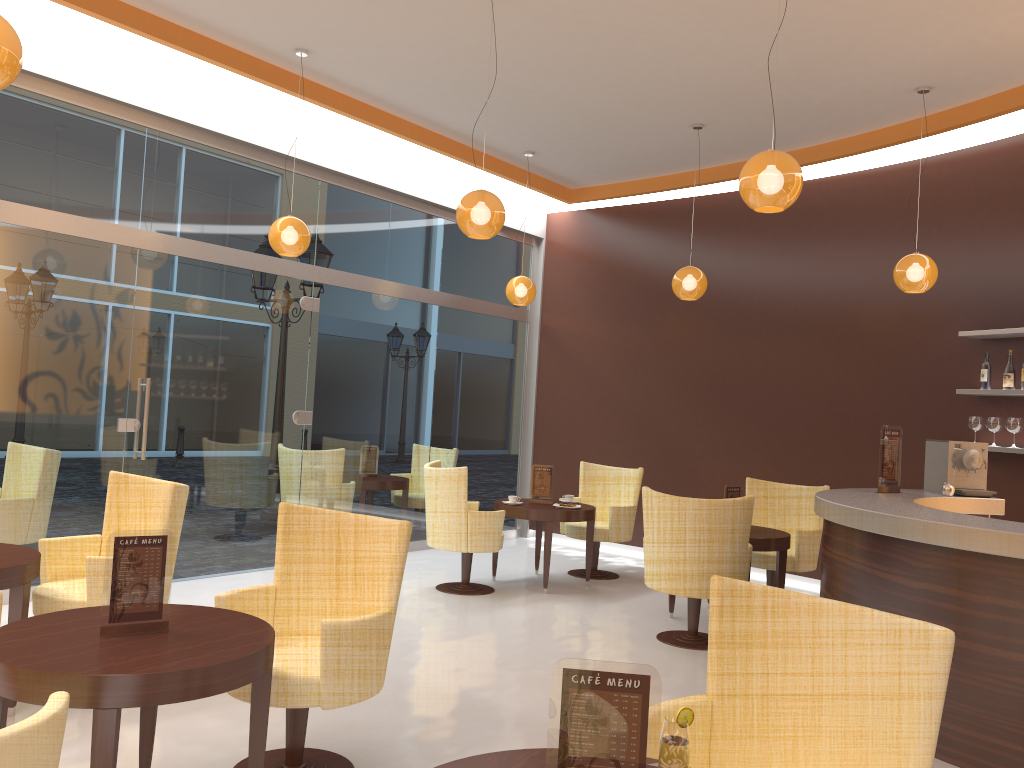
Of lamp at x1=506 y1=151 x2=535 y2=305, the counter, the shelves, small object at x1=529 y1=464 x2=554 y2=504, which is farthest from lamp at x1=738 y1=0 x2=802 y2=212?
lamp at x1=506 y1=151 x2=535 y2=305

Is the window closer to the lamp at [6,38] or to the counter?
the lamp at [6,38]

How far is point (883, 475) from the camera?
5.42m

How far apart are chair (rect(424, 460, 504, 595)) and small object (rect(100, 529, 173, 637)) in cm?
395

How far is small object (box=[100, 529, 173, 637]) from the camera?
2.84m

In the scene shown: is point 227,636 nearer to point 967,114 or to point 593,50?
point 593,50

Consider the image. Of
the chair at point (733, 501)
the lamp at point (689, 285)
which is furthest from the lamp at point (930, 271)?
the chair at point (733, 501)

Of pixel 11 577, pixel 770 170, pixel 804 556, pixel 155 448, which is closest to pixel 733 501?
pixel 804 556

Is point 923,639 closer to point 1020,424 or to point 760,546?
point 760,546

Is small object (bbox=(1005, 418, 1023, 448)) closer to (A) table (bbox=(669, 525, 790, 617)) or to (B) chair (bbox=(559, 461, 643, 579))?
(A) table (bbox=(669, 525, 790, 617))
